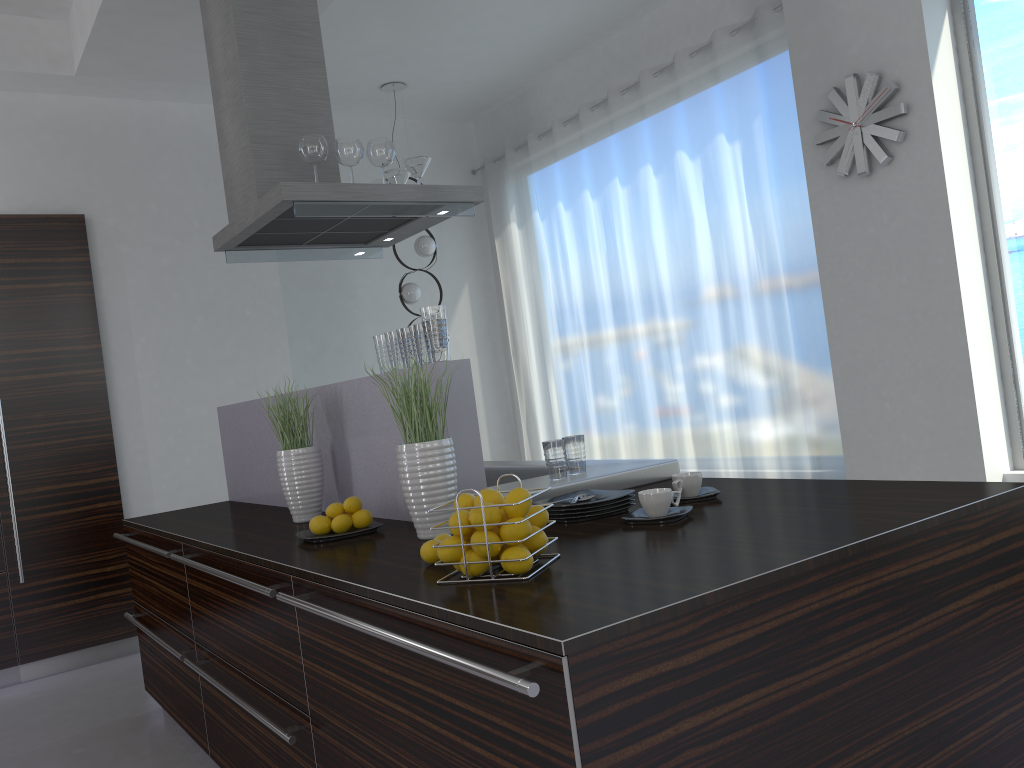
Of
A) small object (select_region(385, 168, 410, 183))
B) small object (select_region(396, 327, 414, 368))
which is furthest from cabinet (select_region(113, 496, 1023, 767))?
small object (select_region(385, 168, 410, 183))

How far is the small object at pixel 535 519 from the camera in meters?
1.8

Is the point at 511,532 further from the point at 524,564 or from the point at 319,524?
the point at 319,524

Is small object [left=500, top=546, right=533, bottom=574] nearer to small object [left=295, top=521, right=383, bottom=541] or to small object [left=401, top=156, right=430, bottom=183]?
small object [left=295, top=521, right=383, bottom=541]

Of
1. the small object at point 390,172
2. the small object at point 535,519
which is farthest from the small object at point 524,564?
the small object at point 390,172

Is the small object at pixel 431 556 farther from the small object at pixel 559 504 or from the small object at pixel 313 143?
the small object at pixel 313 143

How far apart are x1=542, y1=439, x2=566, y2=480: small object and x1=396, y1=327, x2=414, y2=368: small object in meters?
0.5

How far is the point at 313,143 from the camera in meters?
3.5

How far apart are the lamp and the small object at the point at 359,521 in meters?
4.0 m

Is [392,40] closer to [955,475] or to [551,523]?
[955,475]
